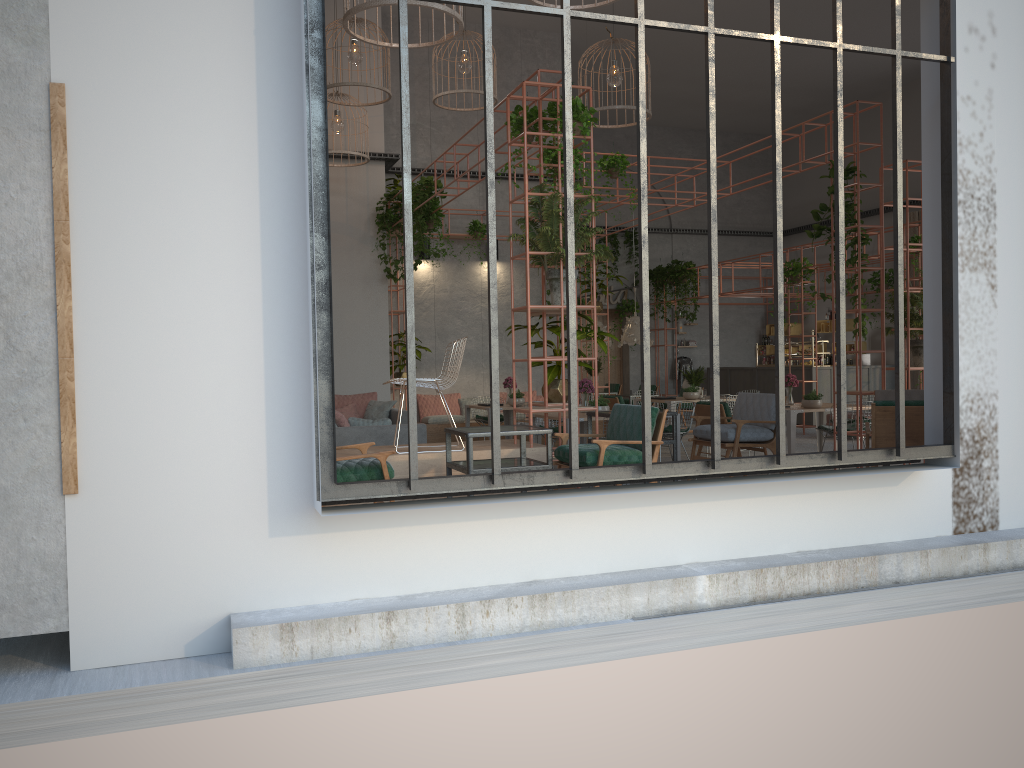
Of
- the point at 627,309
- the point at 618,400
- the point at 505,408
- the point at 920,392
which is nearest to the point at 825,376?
the point at 627,309

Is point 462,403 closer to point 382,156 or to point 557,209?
point 382,156

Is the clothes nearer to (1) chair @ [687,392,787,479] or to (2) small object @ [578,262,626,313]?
(2) small object @ [578,262,626,313]

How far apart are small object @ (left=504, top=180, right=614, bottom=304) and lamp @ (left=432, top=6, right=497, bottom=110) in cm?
475

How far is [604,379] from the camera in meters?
22.3 m

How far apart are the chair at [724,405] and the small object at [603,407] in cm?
167

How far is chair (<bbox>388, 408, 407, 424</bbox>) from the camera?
11.7m

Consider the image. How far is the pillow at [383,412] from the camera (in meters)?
12.02

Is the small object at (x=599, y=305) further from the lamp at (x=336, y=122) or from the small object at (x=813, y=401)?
the lamp at (x=336, y=122)

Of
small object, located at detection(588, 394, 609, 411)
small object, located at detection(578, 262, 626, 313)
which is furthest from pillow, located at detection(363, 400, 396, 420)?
small object, located at detection(578, 262, 626, 313)
